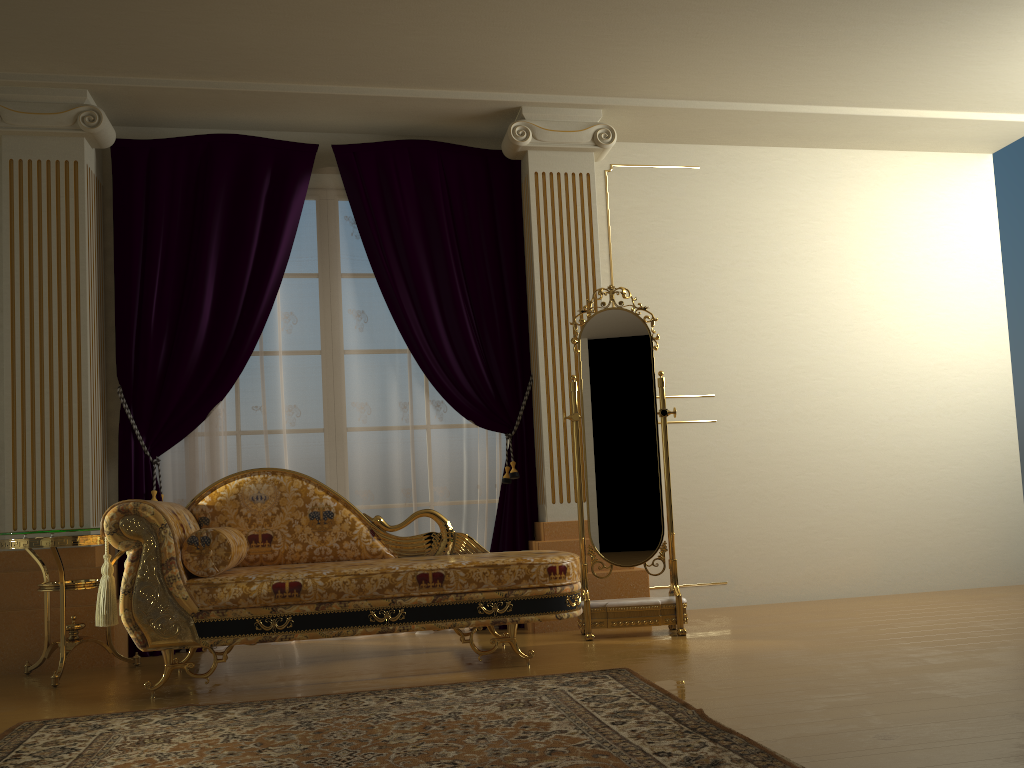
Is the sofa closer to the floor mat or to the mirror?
the floor mat

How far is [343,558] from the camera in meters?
3.9 m

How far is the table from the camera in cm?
356

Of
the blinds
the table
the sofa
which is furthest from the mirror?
the table

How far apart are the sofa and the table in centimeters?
31cm

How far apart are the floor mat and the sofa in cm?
28

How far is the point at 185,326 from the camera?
4.5m

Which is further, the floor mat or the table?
the table

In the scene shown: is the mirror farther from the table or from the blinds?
the table

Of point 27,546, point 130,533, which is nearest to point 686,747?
point 130,533
